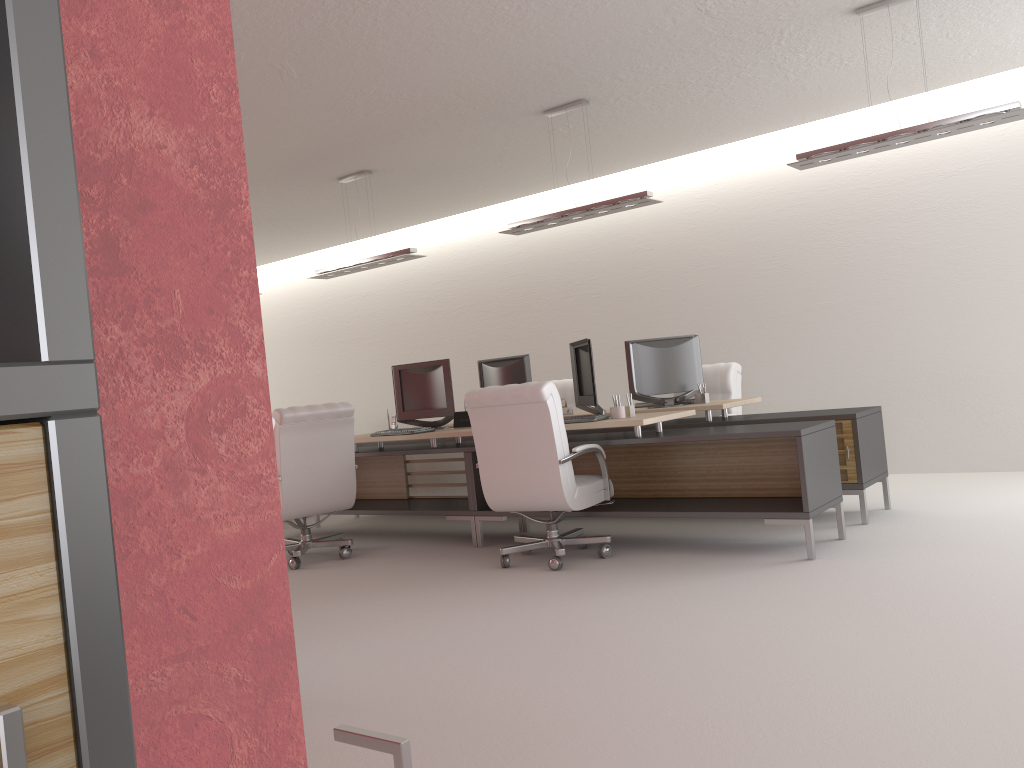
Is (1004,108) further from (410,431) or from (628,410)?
(410,431)

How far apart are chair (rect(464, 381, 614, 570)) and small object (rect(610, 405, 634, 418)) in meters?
0.5

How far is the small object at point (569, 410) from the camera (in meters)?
10.32

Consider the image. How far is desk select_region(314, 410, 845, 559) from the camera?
7.32m

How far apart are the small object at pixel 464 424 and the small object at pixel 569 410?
1.4m

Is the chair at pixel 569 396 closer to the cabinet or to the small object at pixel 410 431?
the small object at pixel 410 431

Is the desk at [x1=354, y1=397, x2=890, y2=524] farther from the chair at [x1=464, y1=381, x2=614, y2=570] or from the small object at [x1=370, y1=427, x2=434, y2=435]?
the small object at [x1=370, y1=427, x2=434, y2=435]

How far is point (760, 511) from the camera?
7.32m

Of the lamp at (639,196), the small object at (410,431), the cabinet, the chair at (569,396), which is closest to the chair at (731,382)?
the chair at (569,396)

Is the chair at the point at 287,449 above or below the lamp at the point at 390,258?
below
